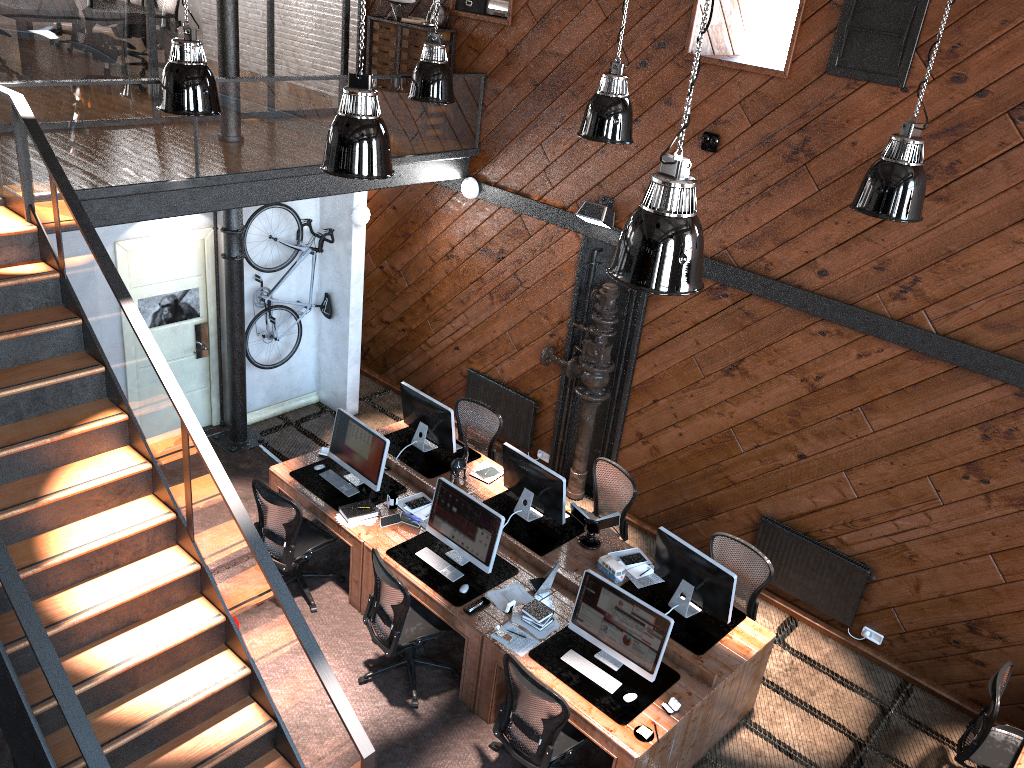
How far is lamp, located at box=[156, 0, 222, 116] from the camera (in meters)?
6.14

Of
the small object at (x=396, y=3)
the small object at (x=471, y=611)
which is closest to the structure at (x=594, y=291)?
the small object at (x=471, y=611)

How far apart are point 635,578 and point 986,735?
2.6 meters

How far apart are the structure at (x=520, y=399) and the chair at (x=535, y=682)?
3.8 meters

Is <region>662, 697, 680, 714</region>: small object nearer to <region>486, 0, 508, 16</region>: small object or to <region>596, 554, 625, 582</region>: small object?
<region>596, 554, 625, 582</region>: small object

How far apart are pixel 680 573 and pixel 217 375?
5.5m

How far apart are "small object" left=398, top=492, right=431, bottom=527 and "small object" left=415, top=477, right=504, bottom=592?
0.3m

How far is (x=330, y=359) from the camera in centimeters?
1023cm

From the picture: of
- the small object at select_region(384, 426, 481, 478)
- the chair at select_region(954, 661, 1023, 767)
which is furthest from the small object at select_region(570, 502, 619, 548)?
the chair at select_region(954, 661, 1023, 767)

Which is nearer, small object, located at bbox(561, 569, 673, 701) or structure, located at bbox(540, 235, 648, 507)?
small object, located at bbox(561, 569, 673, 701)
